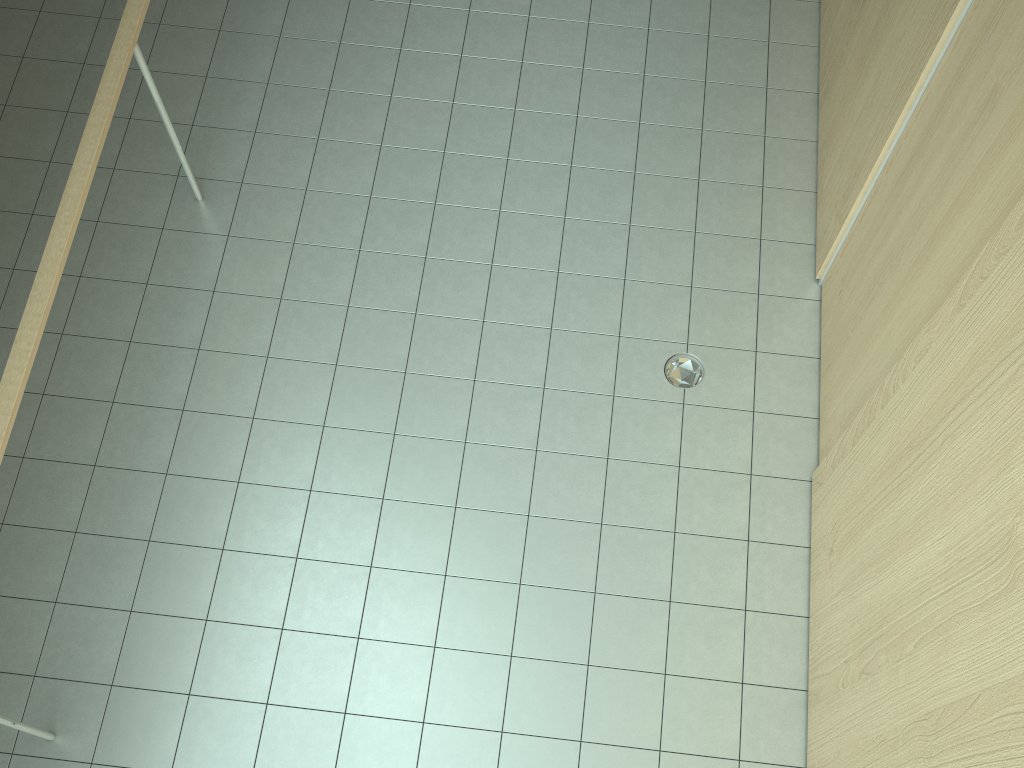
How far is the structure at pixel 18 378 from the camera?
3.0m

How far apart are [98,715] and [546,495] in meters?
2.0

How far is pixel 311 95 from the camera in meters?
4.9

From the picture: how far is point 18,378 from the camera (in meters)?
3.02

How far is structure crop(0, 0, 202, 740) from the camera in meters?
3.0

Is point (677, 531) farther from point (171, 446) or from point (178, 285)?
point (178, 285)
